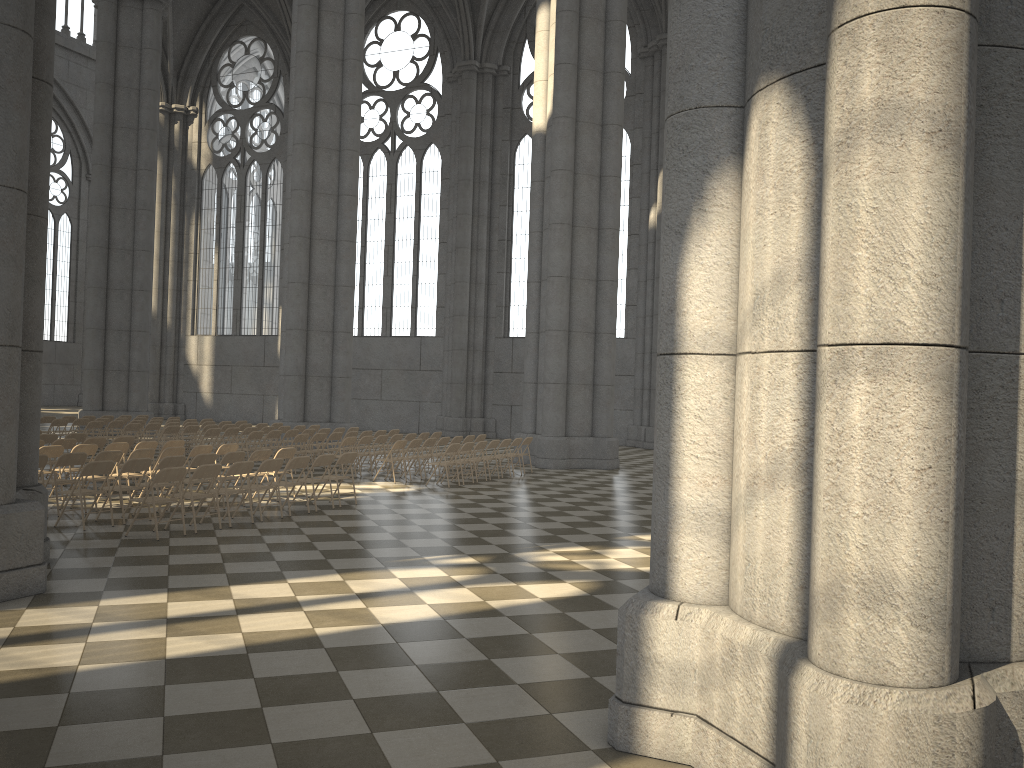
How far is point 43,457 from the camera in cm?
1120

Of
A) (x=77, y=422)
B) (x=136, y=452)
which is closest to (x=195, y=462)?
(x=136, y=452)

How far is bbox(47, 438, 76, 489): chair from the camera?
14.15m

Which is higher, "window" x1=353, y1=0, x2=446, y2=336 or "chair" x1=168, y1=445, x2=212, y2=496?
"window" x1=353, y1=0, x2=446, y2=336

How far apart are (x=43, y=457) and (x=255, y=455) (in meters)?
2.89

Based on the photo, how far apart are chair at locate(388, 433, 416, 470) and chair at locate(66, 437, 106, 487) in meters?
6.5

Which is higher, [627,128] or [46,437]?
[627,128]

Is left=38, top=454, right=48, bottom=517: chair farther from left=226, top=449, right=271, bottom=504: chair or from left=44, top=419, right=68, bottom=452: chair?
left=44, top=419, right=68, bottom=452: chair

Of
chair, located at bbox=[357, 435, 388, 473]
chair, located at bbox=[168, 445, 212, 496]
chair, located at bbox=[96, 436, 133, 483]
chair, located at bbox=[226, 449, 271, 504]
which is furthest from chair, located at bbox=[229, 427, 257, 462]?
chair, located at bbox=[226, 449, 271, 504]

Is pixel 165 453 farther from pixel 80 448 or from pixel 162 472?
pixel 162 472
